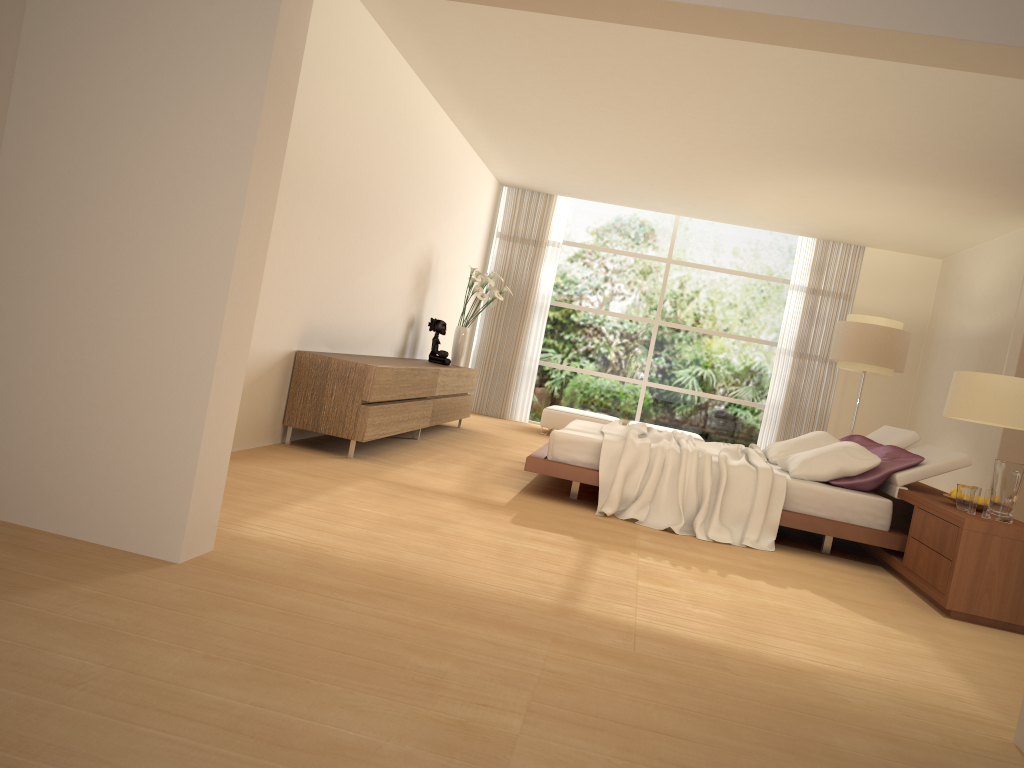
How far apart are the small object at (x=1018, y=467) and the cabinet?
3.8 meters

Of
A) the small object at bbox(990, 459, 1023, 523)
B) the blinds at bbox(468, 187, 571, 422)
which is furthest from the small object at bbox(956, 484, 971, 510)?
the blinds at bbox(468, 187, 571, 422)

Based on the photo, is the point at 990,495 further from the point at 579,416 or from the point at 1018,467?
the point at 579,416

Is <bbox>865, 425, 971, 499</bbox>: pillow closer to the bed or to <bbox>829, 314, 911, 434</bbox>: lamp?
the bed

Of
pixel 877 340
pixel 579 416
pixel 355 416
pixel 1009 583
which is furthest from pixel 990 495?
pixel 579 416

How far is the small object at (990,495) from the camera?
4.8 meters

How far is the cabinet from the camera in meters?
6.1

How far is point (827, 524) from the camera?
5.7m

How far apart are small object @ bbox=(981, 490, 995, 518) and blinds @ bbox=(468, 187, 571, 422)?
7.6 meters

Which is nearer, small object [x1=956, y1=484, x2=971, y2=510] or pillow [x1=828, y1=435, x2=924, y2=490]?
small object [x1=956, y1=484, x2=971, y2=510]
